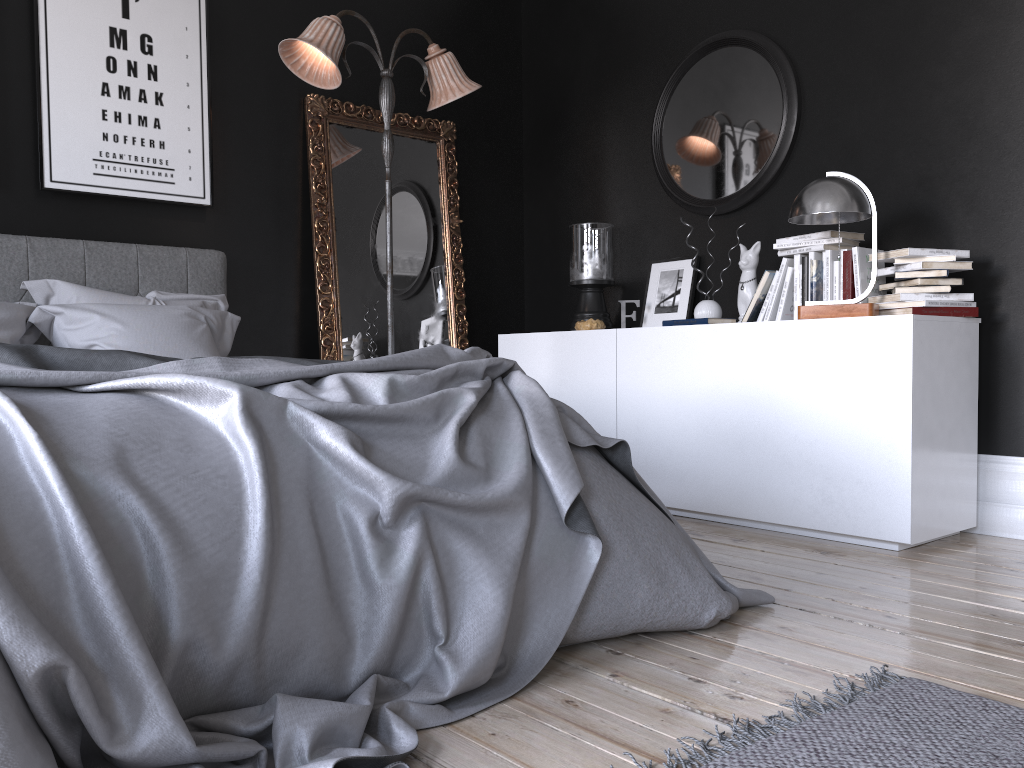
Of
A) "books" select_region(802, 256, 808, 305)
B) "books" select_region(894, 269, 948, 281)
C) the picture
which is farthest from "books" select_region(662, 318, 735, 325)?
the picture

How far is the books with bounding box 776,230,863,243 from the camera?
3.8 meters

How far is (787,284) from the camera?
3.96m

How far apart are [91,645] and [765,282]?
3.3m

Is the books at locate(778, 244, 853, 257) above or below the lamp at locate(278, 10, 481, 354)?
below

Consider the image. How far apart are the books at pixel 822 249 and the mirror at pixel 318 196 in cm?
204

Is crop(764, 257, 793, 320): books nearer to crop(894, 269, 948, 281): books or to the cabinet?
the cabinet

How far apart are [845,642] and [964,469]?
1.6m

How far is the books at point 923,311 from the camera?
3.4 meters

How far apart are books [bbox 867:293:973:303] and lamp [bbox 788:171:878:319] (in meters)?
0.10
